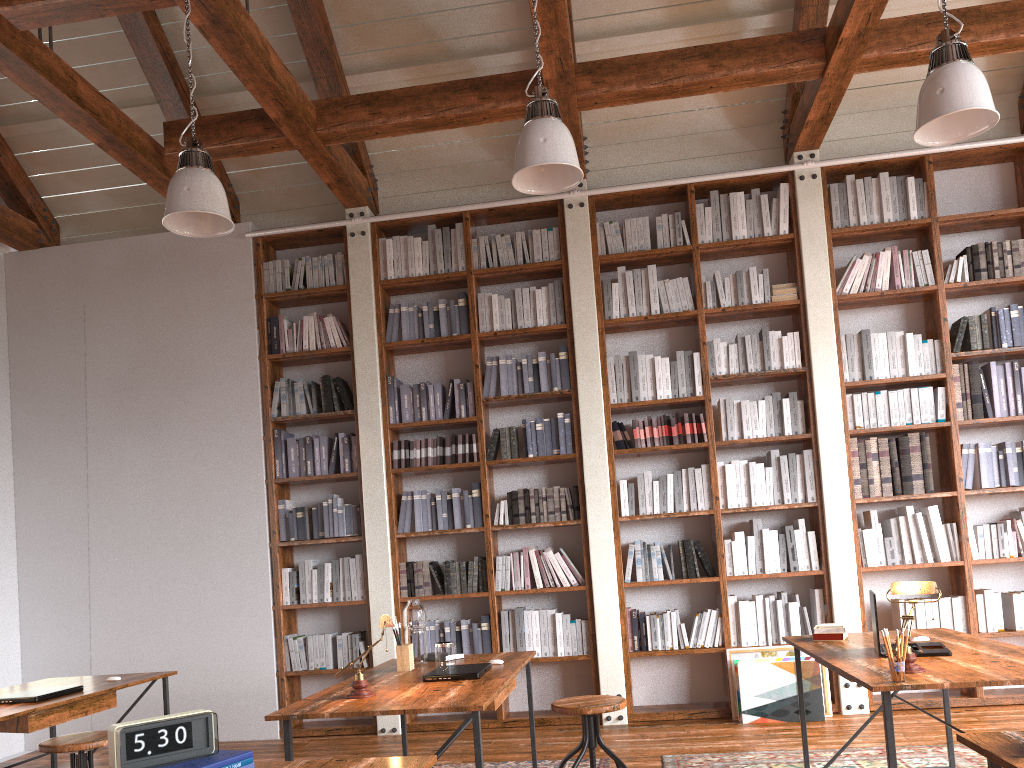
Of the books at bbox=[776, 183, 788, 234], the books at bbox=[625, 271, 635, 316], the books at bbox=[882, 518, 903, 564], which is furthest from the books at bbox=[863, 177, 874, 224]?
the books at bbox=[882, 518, 903, 564]

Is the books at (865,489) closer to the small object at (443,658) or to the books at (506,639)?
the books at (506,639)

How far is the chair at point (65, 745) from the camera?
3.3 meters

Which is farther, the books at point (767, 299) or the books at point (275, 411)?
the books at point (275, 411)

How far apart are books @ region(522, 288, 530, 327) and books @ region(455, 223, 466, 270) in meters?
0.5

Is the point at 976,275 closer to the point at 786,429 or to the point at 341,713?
the point at 786,429

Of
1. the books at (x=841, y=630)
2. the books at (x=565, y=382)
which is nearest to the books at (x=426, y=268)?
the books at (x=565, y=382)

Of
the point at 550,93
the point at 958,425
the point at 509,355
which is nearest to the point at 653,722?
the point at 509,355

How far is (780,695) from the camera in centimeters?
518cm

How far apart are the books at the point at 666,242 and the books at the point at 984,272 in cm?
201
